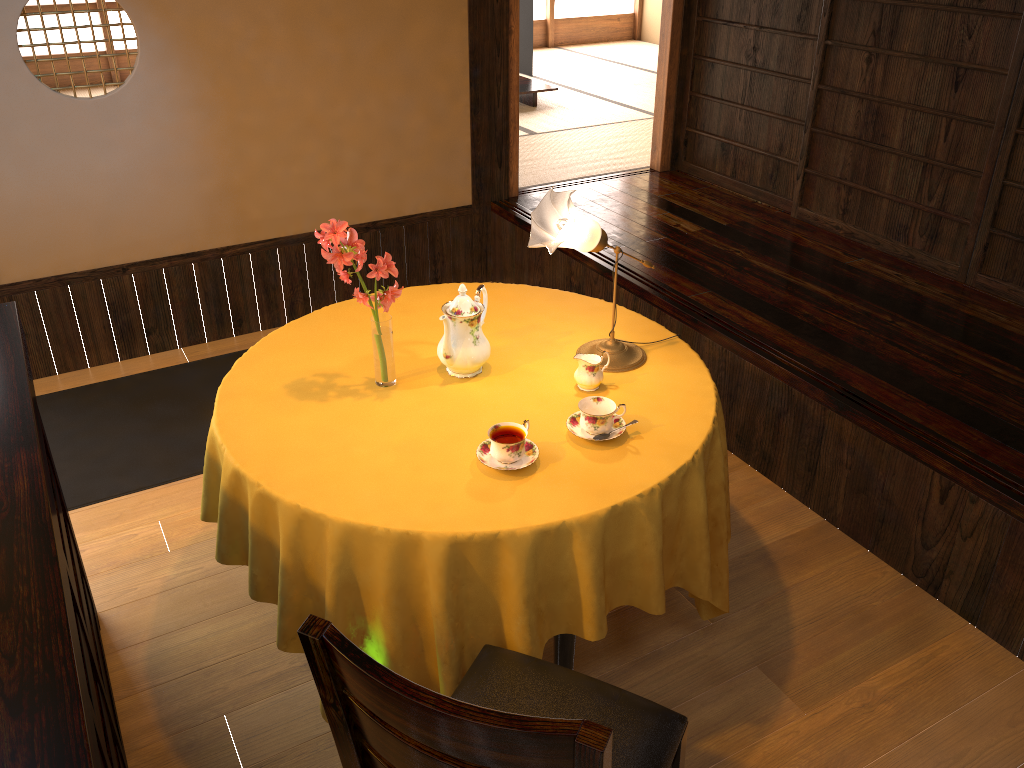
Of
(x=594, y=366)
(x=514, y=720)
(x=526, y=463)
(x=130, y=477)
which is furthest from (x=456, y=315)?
(x=130, y=477)

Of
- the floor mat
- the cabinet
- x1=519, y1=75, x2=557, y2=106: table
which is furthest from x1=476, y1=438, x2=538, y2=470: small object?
x1=519, y1=75, x2=557, y2=106: table

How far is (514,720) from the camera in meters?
1.1 m

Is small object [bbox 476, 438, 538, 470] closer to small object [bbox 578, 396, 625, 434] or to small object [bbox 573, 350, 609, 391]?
small object [bbox 578, 396, 625, 434]

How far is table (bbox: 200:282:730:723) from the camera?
1.9 meters

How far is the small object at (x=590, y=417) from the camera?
2.1 meters

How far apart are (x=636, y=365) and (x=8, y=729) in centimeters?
172cm

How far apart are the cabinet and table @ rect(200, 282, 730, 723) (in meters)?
0.32

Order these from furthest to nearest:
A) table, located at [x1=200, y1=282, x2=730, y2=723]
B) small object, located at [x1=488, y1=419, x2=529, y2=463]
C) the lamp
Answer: the lamp
small object, located at [x1=488, y1=419, x2=529, y2=463]
table, located at [x1=200, y1=282, x2=730, y2=723]

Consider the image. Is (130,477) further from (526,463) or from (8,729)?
(8,729)
